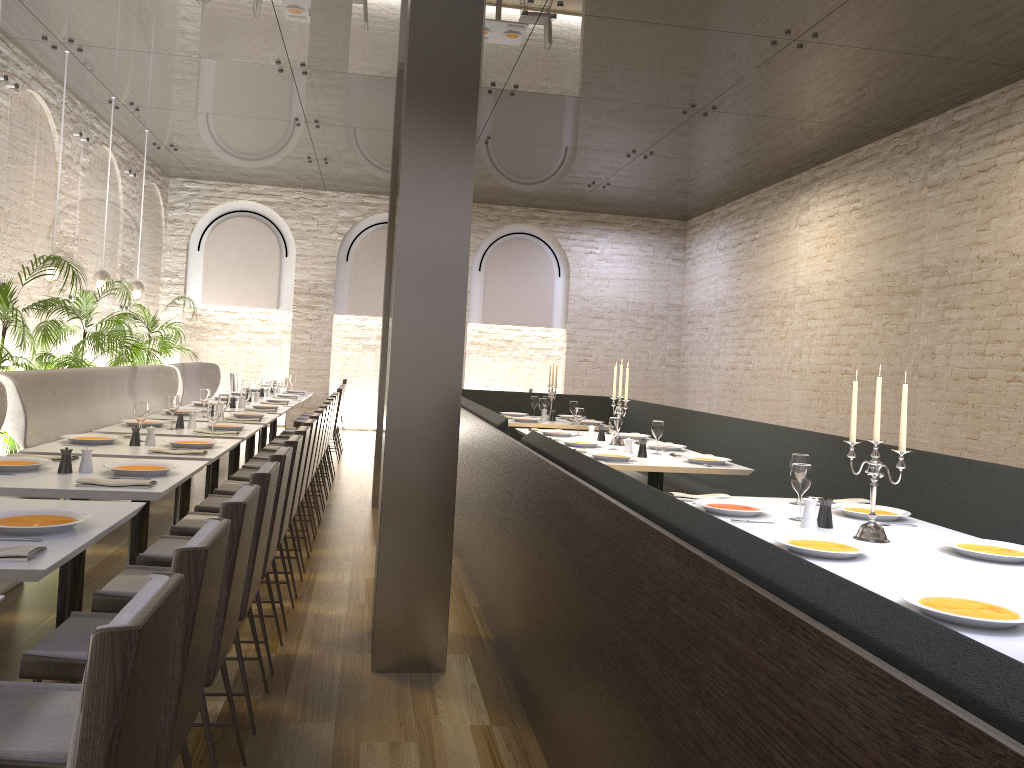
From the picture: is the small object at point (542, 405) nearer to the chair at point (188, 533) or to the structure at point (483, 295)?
the chair at point (188, 533)

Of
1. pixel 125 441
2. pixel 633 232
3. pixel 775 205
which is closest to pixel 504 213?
pixel 633 232

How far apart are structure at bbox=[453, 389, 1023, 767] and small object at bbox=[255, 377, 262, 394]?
2.5m

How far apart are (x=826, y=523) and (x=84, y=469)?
3.1m

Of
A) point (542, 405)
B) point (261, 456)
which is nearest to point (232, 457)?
point (261, 456)

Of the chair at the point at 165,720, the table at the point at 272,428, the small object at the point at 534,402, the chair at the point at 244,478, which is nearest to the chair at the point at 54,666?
the chair at the point at 165,720

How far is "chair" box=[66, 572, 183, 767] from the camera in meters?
1.4 m

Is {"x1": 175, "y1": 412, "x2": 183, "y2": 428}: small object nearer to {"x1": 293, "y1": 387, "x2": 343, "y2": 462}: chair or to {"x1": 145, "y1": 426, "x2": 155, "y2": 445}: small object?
{"x1": 145, "y1": 426, "x2": 155, "y2": 445}: small object

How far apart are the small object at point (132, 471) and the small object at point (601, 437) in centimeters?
374cm

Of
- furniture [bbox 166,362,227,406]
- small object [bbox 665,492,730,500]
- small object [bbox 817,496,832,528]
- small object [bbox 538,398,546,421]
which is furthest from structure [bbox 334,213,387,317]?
small object [bbox 817,496,832,528]
